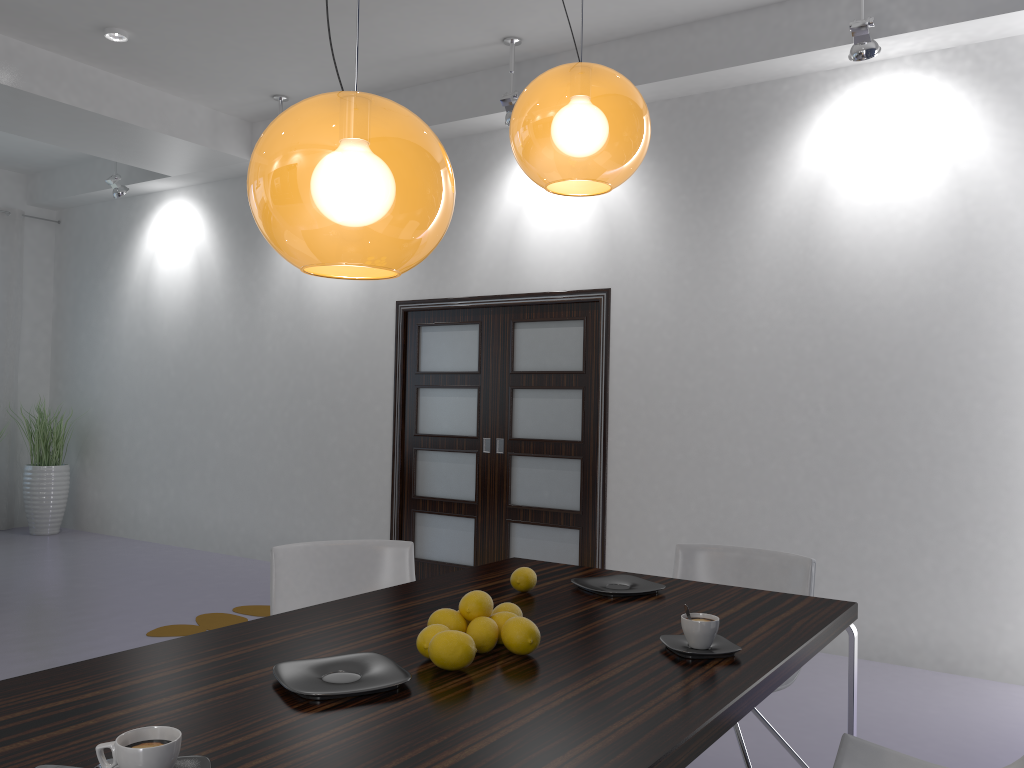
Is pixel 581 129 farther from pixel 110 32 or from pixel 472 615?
pixel 110 32

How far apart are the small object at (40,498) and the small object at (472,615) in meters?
7.5 m

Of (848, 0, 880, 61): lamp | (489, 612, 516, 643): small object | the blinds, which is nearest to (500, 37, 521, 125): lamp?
(848, 0, 880, 61): lamp

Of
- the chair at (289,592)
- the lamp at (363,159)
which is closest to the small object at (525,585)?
the chair at (289,592)

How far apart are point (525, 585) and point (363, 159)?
1.4 meters

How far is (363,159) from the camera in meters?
1.4

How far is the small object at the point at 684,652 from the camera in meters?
1.8 m

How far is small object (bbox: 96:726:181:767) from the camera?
1.13m

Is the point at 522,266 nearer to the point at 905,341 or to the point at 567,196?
the point at 567,196

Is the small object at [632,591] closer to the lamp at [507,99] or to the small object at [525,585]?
the small object at [525,585]
